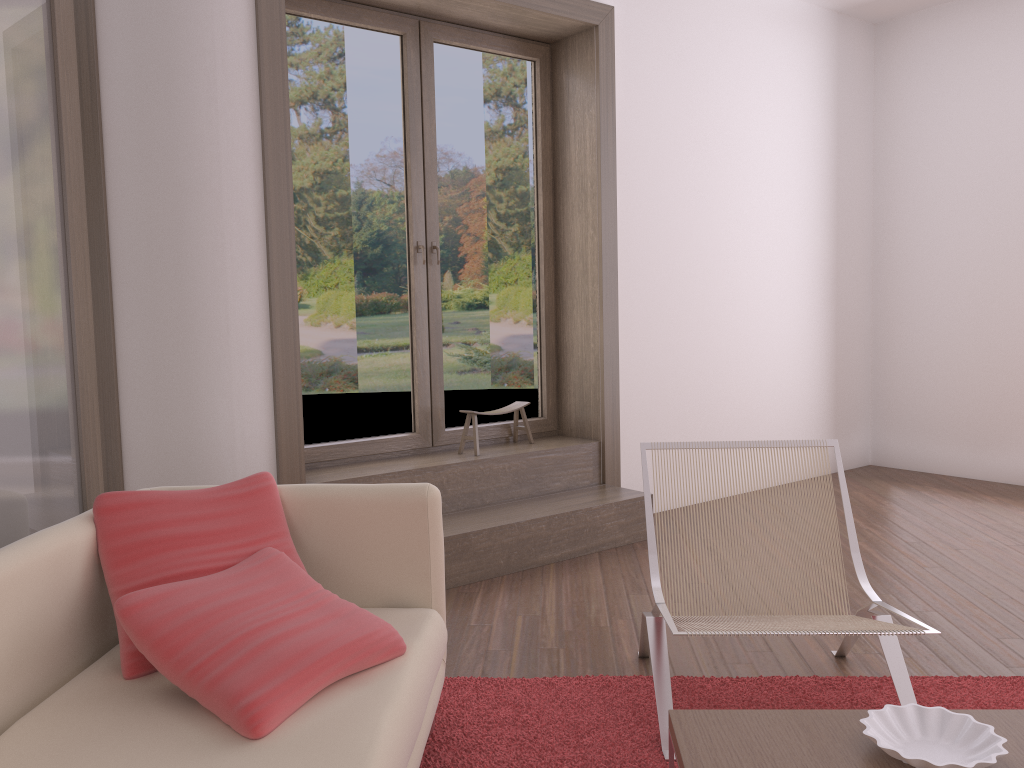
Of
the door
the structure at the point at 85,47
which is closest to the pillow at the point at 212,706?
the structure at the point at 85,47

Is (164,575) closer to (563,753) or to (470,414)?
(563,753)

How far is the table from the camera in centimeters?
165cm

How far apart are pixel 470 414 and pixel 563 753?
2.4m

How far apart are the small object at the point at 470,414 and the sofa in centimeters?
216cm

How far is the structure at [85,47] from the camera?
3.6m

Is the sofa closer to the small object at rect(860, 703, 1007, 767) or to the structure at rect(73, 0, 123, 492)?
the small object at rect(860, 703, 1007, 767)

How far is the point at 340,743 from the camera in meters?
1.7 m

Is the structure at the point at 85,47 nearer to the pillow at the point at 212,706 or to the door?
the door

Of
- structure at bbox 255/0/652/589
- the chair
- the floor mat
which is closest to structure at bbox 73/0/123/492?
structure at bbox 255/0/652/589
